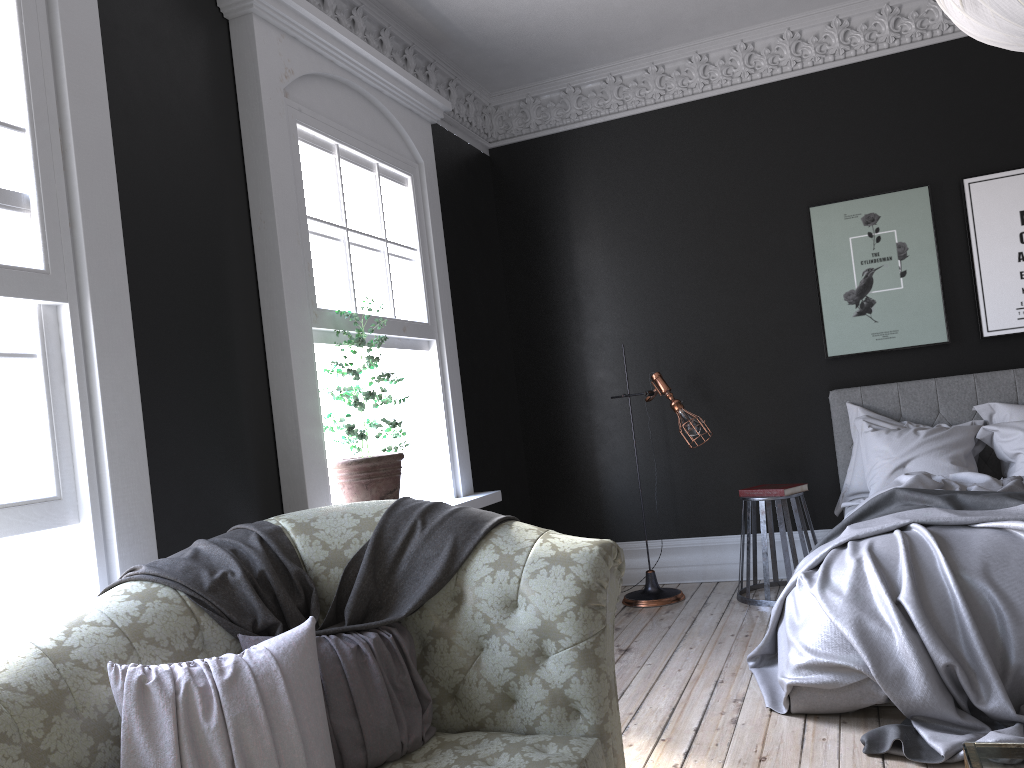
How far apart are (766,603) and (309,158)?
3.8m

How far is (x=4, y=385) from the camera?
2.7 meters

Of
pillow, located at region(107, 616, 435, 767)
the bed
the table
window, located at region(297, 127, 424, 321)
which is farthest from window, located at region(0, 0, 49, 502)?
the bed

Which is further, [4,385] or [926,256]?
[926,256]

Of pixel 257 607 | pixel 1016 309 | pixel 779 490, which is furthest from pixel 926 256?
pixel 257 607

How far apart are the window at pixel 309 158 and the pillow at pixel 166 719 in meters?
2.1 m

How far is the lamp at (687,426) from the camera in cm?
574

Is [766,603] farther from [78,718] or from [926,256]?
[78,718]

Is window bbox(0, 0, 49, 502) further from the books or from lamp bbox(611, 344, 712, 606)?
the books

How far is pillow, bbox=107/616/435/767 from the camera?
2.0 meters
